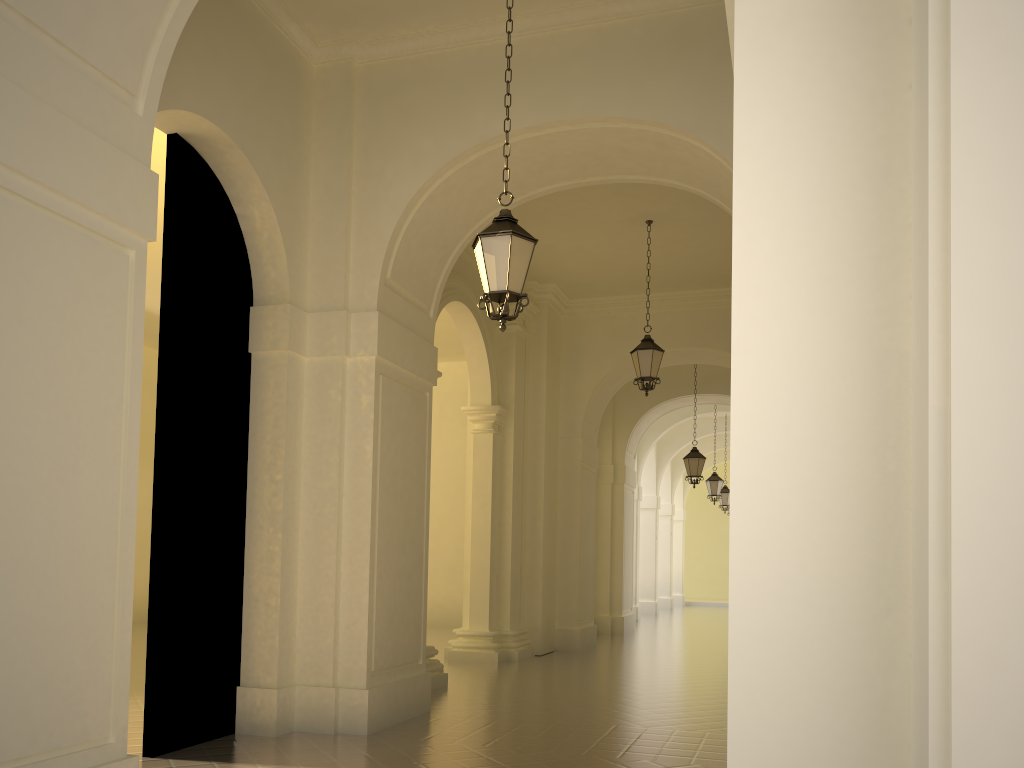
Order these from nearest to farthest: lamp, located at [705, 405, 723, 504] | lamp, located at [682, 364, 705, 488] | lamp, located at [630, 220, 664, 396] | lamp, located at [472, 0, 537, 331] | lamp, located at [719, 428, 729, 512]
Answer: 1. lamp, located at [472, 0, 537, 331]
2. lamp, located at [630, 220, 664, 396]
3. lamp, located at [682, 364, 705, 488]
4. lamp, located at [705, 405, 723, 504]
5. lamp, located at [719, 428, 729, 512]

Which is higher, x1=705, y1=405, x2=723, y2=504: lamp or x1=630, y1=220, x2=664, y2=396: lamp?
x1=630, y1=220, x2=664, y2=396: lamp

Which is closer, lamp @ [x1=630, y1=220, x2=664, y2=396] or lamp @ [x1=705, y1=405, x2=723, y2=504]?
lamp @ [x1=630, y1=220, x2=664, y2=396]

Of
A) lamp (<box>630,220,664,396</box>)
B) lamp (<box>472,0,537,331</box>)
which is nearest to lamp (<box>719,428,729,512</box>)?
lamp (<box>630,220,664,396</box>)

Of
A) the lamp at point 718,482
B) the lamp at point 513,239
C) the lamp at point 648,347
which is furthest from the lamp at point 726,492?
the lamp at point 513,239

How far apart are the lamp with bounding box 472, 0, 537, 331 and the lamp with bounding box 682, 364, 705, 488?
12.65m

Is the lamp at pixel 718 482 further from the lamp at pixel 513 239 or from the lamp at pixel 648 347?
the lamp at pixel 513 239

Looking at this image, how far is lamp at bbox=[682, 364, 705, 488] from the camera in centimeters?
1844cm

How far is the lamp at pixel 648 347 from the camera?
12.6 meters

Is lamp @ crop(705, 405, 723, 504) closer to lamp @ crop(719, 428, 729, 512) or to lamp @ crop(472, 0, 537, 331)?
lamp @ crop(719, 428, 729, 512)
